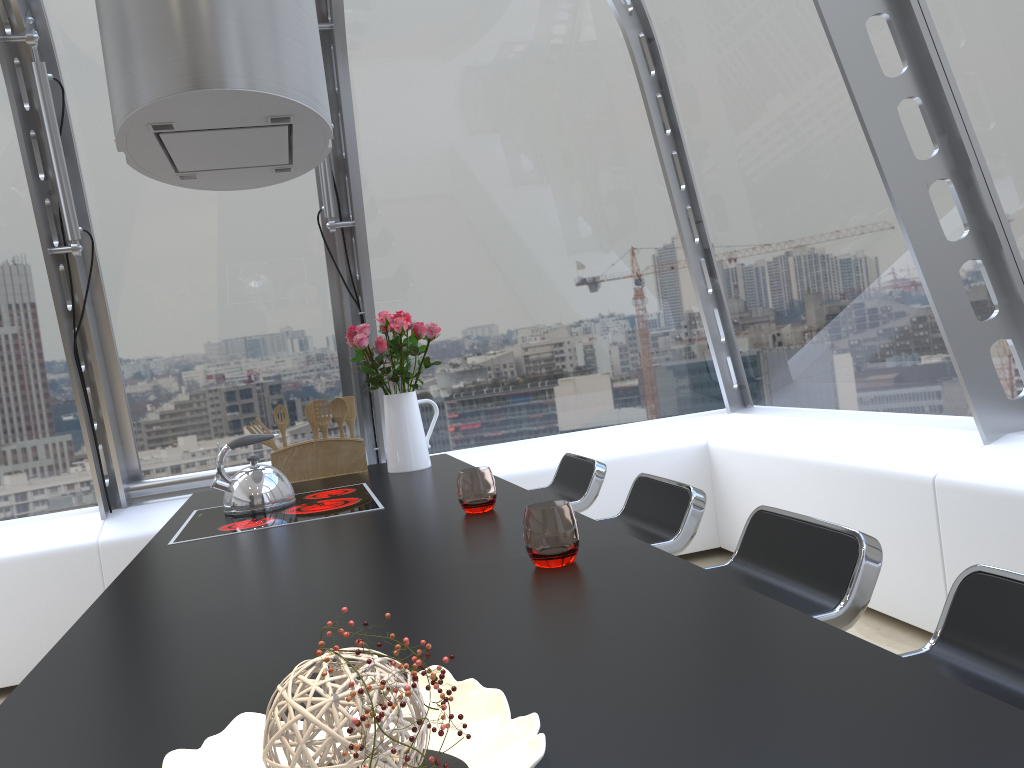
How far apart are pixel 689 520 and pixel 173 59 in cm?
164

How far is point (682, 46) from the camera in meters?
4.4

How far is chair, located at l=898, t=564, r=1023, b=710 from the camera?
1.11m

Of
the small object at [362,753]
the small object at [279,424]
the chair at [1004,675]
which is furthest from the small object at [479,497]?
the small object at [279,424]

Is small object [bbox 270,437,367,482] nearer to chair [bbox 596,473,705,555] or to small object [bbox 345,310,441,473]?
small object [bbox 345,310,441,473]

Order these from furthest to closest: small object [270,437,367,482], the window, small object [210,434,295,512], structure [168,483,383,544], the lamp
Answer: small object [270,437,367,482] → the window → small object [210,434,295,512] → structure [168,483,383,544] → the lamp

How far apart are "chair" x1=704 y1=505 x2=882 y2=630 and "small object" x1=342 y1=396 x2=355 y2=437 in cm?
197

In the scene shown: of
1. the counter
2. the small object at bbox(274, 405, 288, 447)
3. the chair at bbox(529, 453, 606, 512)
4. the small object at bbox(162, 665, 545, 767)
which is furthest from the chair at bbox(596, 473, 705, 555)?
the small object at bbox(274, 405, 288, 447)

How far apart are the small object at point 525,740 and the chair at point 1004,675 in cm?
62

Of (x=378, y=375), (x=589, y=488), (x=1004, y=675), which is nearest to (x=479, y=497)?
(x=589, y=488)
